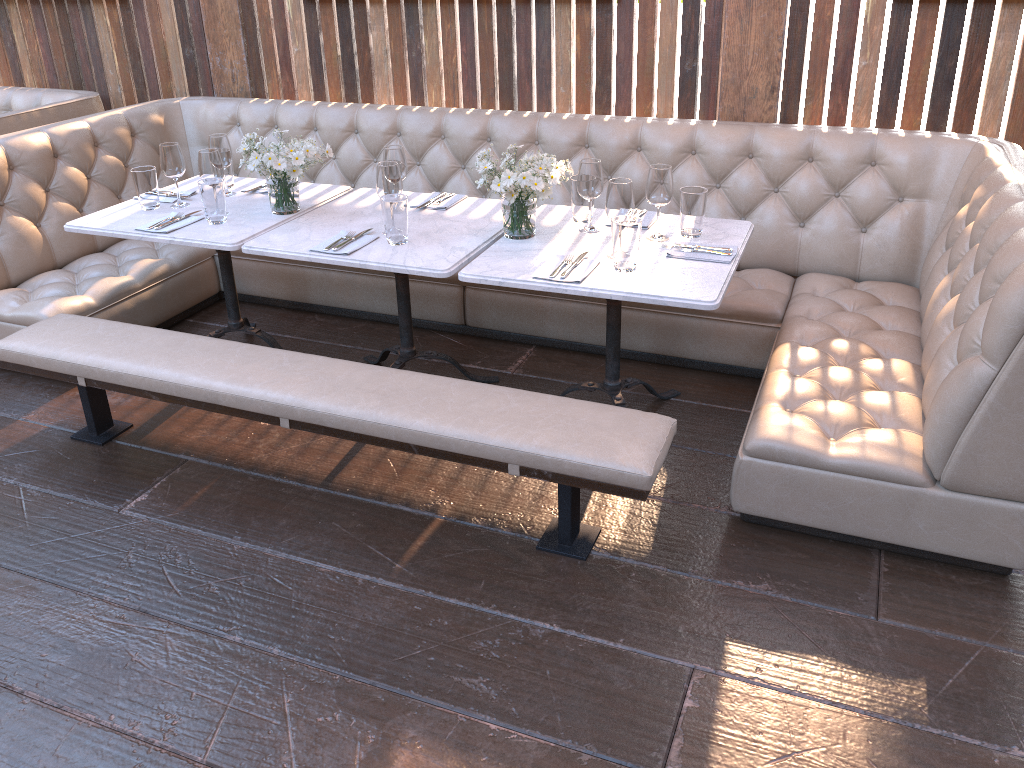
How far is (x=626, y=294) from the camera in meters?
2.5

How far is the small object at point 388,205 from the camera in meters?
2.9

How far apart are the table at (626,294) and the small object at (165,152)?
1.33m

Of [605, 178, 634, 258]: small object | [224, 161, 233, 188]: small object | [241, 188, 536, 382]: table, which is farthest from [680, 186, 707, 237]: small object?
[224, 161, 233, 188]: small object

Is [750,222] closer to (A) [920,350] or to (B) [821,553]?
(A) [920,350]

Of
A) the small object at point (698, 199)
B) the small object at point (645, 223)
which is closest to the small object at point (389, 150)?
the small object at point (645, 223)

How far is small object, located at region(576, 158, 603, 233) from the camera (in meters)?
2.90

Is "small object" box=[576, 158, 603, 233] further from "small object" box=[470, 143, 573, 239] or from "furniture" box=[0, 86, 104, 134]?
"furniture" box=[0, 86, 104, 134]

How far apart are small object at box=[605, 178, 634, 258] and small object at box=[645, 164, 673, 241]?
0.1 meters

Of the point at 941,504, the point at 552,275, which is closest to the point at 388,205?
the point at 552,275
